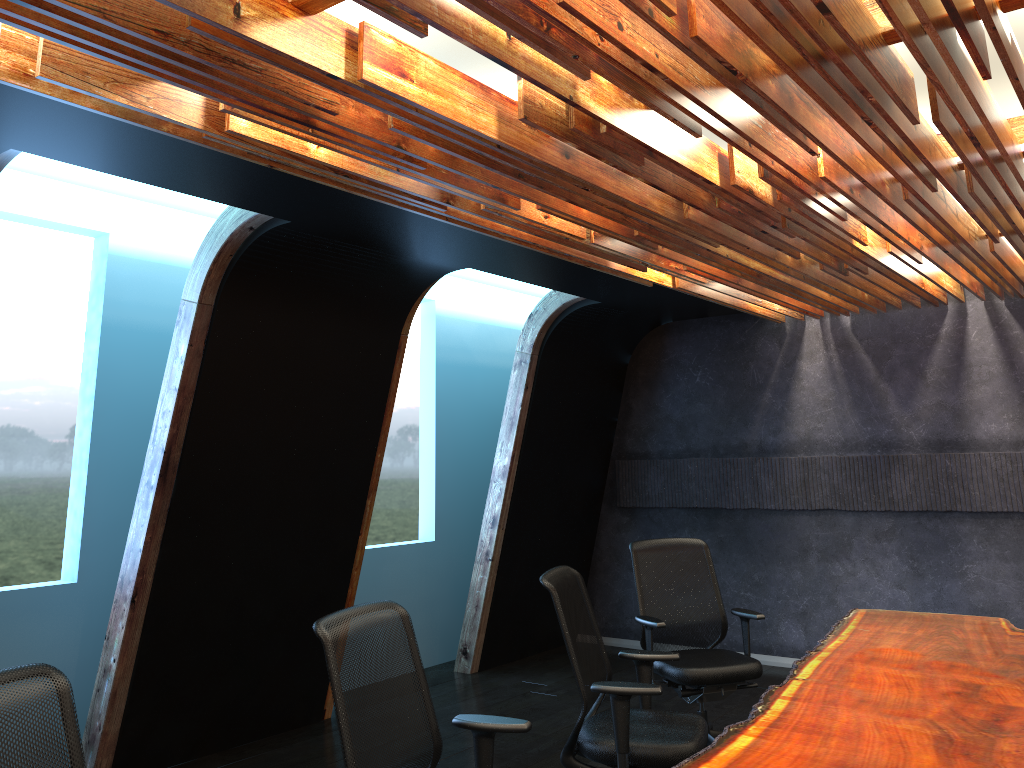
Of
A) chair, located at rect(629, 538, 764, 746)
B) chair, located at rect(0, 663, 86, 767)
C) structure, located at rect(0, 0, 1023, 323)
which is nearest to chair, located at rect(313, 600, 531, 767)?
chair, located at rect(0, 663, 86, 767)

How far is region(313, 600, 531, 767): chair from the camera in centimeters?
292cm

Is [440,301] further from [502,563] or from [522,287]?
[502,563]

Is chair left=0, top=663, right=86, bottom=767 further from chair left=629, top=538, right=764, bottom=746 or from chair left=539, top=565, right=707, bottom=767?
chair left=629, top=538, right=764, bottom=746

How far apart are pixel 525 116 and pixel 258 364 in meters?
3.0

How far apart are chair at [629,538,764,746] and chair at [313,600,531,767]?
2.1m

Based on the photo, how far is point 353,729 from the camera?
2.9m

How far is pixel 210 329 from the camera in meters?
5.1

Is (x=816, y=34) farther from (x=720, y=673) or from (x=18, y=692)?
(x=720, y=673)

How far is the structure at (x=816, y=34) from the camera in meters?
2.5
